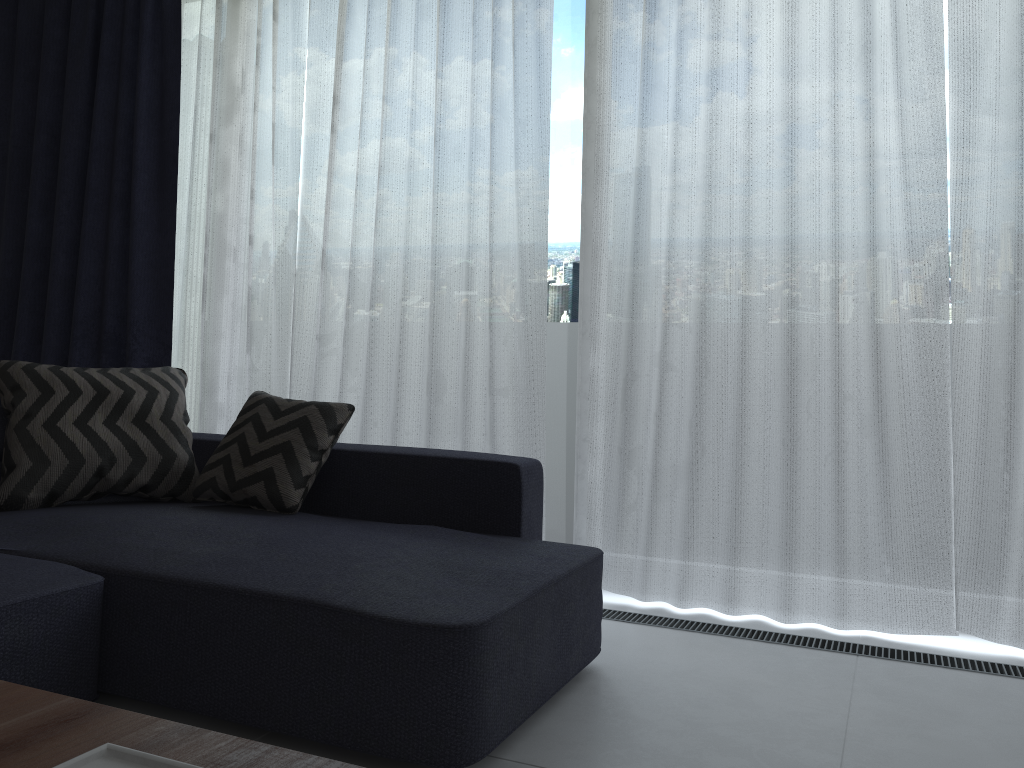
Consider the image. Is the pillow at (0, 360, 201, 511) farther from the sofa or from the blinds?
the blinds

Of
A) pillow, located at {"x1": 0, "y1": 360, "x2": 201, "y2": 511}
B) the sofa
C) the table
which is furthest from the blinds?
the table

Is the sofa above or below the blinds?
below

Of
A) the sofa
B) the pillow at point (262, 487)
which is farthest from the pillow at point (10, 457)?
the pillow at point (262, 487)

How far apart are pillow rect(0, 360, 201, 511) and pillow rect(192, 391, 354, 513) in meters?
0.1 m

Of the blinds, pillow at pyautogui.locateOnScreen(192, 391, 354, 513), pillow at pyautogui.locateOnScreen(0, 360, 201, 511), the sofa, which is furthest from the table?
the blinds

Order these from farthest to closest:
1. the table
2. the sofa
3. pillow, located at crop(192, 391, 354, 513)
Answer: pillow, located at crop(192, 391, 354, 513) < the sofa < the table

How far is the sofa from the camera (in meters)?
1.68

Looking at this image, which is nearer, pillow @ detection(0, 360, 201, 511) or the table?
the table

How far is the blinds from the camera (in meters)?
2.61
